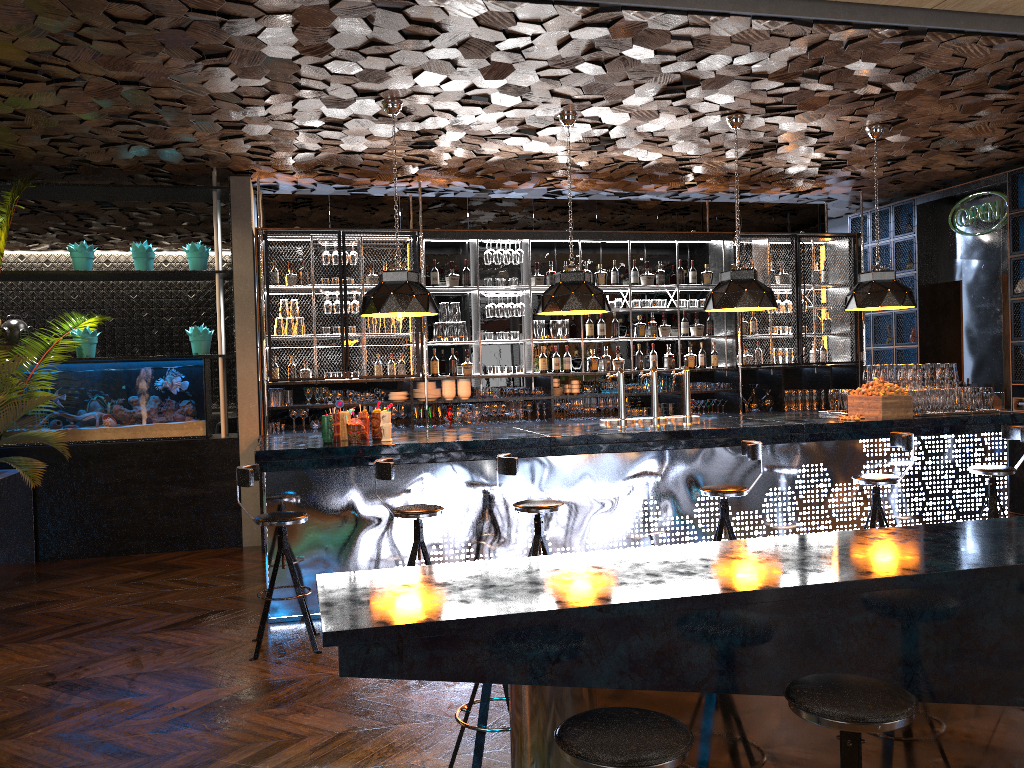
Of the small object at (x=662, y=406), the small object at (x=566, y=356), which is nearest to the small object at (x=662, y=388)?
the small object at (x=662, y=406)

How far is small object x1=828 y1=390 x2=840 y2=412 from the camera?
7.78m

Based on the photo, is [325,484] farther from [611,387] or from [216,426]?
[216,426]

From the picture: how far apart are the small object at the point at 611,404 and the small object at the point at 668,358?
0.8 meters

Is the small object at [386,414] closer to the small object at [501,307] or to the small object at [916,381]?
the small object at [501,307]

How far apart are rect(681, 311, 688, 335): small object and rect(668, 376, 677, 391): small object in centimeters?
69cm

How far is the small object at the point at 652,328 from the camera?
9.87m

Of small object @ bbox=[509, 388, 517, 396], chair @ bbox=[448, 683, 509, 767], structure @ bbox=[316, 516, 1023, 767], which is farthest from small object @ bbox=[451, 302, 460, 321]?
structure @ bbox=[316, 516, 1023, 767]

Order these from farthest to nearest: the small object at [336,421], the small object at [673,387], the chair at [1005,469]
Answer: the small object at [673,387]
the chair at [1005,469]
the small object at [336,421]

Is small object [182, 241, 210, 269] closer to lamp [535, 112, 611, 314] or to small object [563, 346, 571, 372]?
lamp [535, 112, 611, 314]
